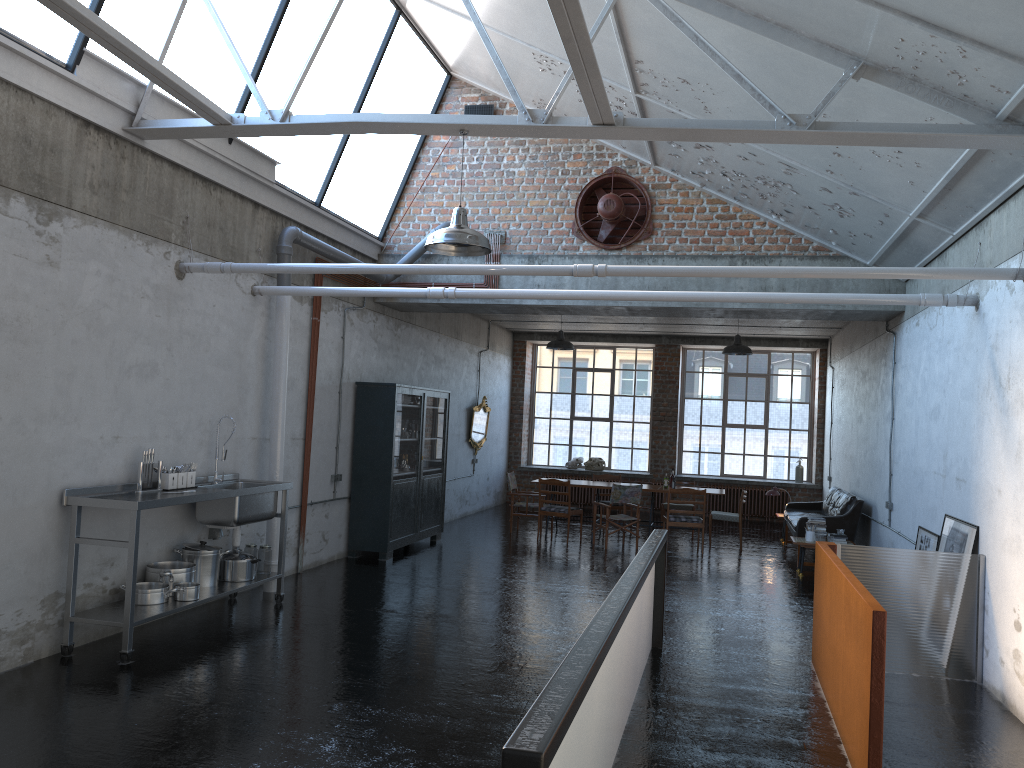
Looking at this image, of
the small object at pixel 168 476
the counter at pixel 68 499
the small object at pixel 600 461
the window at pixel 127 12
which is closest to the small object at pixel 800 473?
the small object at pixel 600 461

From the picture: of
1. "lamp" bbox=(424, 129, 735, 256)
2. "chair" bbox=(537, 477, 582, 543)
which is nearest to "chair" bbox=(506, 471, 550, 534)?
"chair" bbox=(537, 477, 582, 543)

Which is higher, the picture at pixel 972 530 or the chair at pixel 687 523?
the picture at pixel 972 530

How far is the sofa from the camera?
12.3m

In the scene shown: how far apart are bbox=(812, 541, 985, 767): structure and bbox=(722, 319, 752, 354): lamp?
7.3 meters

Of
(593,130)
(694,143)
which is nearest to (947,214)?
(694,143)

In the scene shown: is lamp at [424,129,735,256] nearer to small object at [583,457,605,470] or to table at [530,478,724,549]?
table at [530,478,724,549]

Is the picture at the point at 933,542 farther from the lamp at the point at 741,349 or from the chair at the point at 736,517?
the lamp at the point at 741,349

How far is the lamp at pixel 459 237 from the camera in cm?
626

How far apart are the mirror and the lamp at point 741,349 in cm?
502
